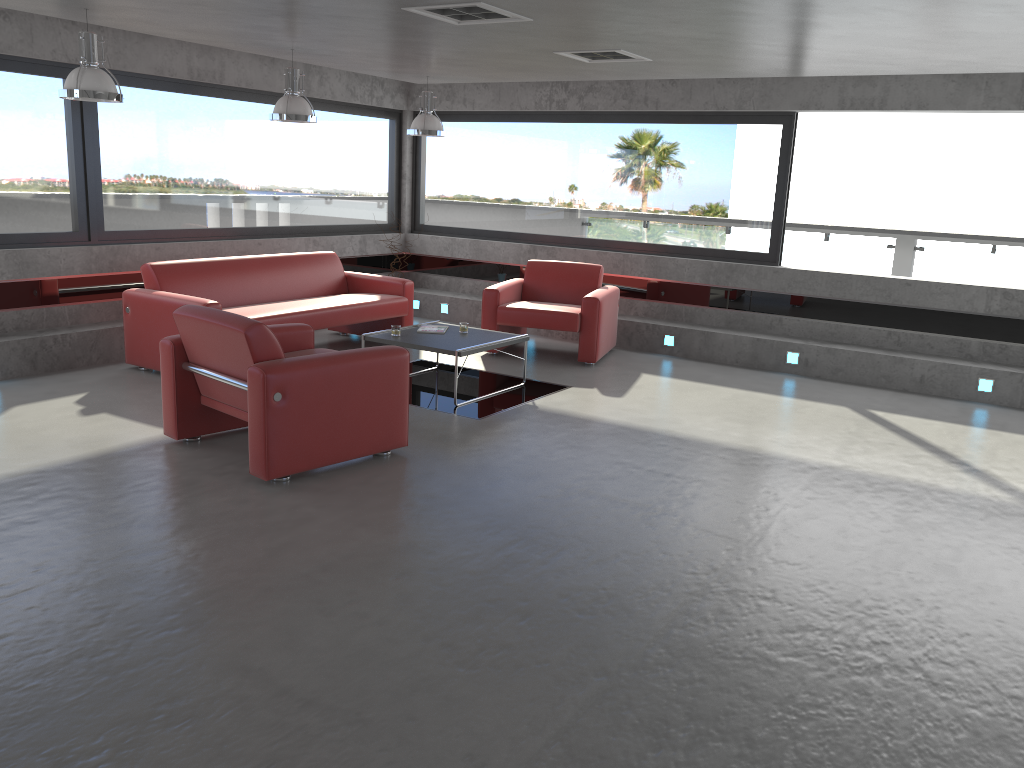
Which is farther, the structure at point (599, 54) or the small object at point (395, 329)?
the small object at point (395, 329)

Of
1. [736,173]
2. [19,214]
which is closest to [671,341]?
[736,173]

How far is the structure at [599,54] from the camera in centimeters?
668cm

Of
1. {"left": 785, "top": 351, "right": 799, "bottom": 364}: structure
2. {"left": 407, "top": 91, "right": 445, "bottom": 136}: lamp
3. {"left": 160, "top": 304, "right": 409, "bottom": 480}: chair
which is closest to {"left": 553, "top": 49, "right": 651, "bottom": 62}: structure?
{"left": 407, "top": 91, "right": 445, "bottom": 136}: lamp

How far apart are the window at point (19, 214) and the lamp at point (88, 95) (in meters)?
1.59

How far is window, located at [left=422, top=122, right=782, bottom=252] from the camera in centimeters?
906cm

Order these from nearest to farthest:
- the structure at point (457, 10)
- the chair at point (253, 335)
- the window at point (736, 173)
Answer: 1. the chair at point (253, 335)
2. the structure at point (457, 10)
3. the window at point (736, 173)

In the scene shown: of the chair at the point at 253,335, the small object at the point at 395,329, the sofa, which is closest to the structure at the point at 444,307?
the sofa

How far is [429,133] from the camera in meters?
8.6

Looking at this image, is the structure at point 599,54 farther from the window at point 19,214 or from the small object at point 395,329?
the window at point 19,214
